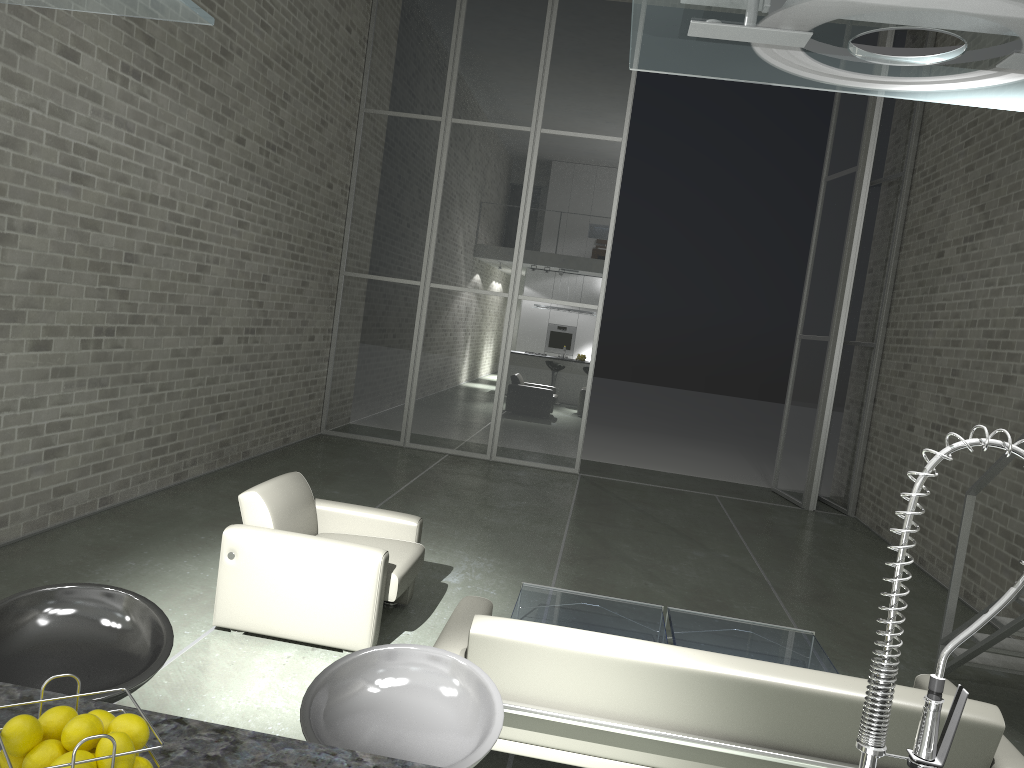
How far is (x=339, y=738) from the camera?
1.94m

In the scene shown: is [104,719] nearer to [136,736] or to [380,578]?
[136,736]

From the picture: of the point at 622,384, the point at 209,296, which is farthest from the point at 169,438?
the point at 622,384

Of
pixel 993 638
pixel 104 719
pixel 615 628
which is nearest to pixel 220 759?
pixel 104 719

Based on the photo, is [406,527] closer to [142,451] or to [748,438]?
[142,451]

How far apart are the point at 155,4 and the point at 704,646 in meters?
4.2

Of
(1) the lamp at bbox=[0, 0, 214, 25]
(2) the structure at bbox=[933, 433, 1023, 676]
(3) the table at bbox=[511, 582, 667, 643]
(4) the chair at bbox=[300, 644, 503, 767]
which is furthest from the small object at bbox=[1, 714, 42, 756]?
(2) the structure at bbox=[933, 433, 1023, 676]

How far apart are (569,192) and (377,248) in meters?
2.4 m

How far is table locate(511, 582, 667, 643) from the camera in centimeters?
456cm

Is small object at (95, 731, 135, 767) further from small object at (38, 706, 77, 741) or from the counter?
the counter
